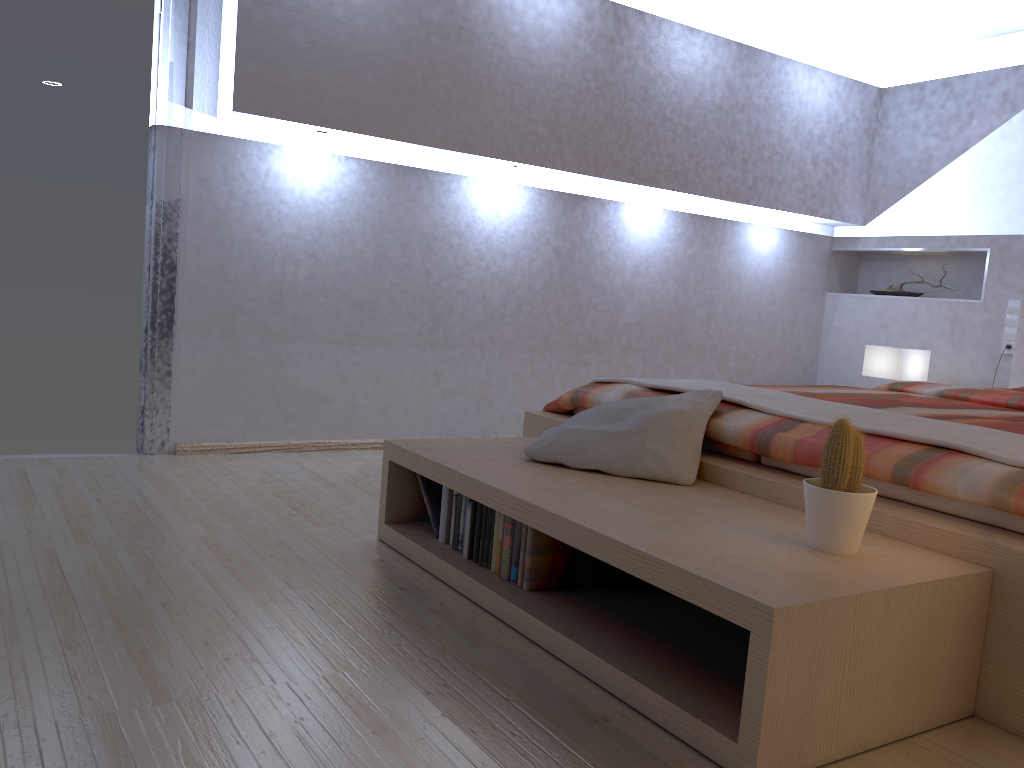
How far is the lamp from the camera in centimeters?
469cm

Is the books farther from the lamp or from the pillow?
the lamp

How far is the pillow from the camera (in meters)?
2.36

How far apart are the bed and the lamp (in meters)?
0.42

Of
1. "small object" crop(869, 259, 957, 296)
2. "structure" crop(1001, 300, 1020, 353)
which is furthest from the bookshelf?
"small object" crop(869, 259, 957, 296)

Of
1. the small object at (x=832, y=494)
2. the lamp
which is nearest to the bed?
the small object at (x=832, y=494)

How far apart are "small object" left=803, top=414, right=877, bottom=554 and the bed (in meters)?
0.16

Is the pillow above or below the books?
above

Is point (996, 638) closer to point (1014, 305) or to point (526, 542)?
point (526, 542)

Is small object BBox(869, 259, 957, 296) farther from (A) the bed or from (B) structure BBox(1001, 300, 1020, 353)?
(A) the bed
